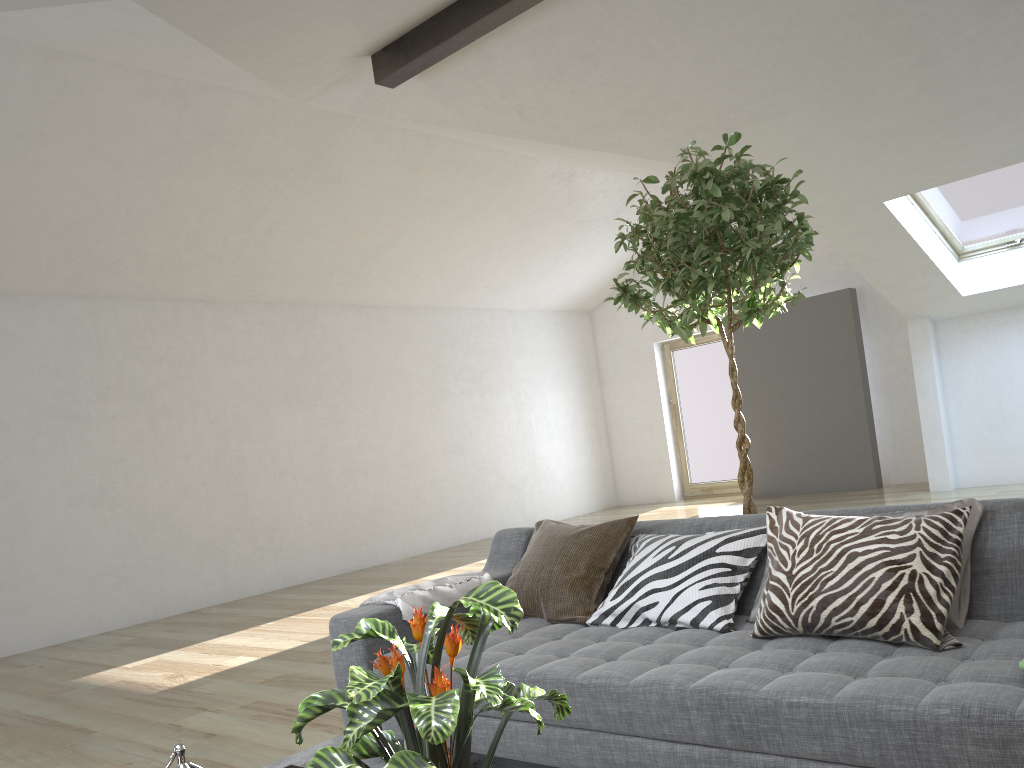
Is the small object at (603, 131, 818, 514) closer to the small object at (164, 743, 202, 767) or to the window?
the small object at (164, 743, 202, 767)

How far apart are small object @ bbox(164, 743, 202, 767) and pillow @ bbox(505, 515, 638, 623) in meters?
1.5

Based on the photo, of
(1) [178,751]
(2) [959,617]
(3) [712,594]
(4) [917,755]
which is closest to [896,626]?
(2) [959,617]

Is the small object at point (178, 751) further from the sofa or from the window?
the window

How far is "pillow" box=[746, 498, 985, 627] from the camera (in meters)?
2.20

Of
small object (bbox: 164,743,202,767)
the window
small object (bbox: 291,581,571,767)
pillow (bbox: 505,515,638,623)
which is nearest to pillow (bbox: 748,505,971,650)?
pillow (bbox: 505,515,638,623)

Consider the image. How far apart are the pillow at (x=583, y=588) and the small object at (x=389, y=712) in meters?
1.4 m

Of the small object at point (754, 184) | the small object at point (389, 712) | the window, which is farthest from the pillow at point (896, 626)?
the window

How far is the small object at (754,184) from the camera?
3.0m

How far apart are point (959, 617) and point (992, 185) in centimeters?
608cm
